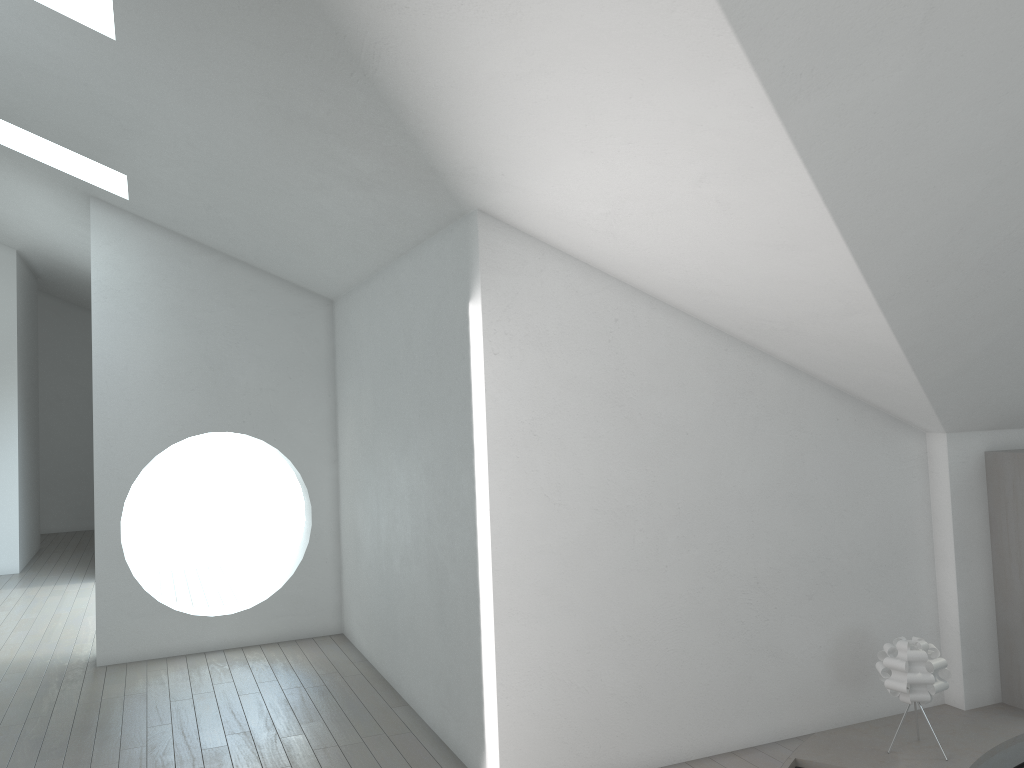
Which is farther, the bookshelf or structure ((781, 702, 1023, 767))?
the bookshelf

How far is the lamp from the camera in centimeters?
413cm

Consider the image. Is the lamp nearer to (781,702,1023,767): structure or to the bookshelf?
(781,702,1023,767): structure

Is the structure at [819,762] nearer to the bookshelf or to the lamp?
the bookshelf

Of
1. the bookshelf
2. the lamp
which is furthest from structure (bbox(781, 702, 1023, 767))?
the lamp

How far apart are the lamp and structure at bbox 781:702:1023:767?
0.3 meters

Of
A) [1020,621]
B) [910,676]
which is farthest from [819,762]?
[1020,621]

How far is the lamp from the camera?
4.1 meters

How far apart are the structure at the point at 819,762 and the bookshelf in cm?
4

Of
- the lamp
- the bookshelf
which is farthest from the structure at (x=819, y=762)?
the lamp
